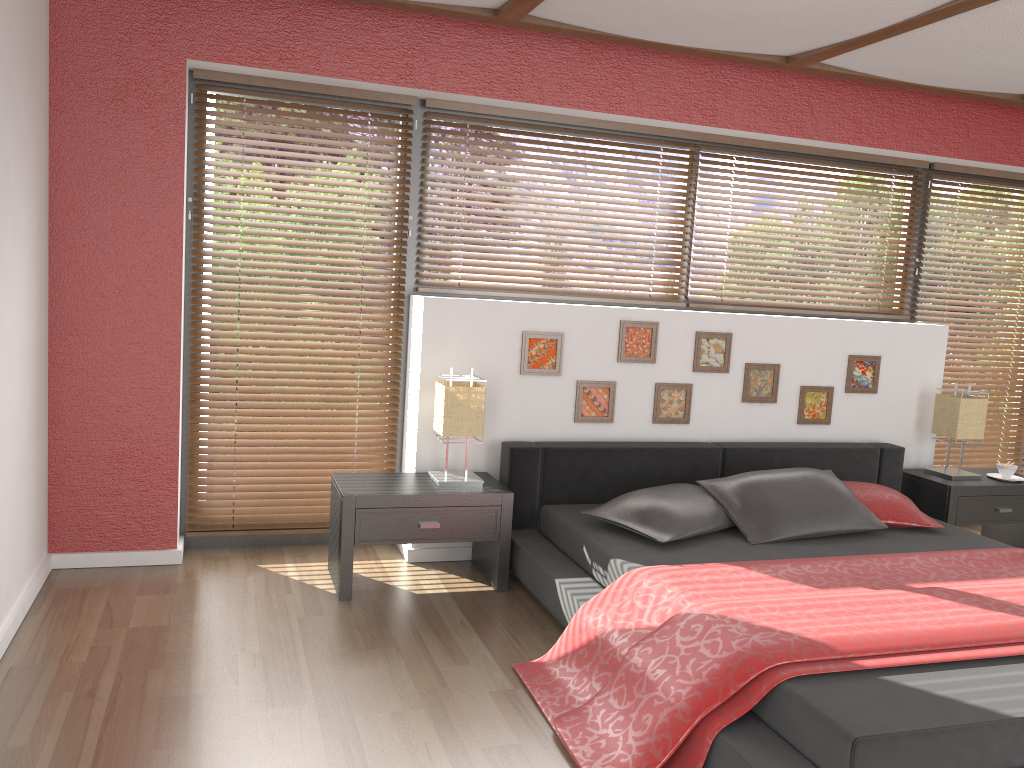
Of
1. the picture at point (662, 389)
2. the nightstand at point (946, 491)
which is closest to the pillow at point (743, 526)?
the picture at point (662, 389)

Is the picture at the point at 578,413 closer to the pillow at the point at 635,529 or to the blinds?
the pillow at the point at 635,529

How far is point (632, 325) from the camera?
4.2 meters

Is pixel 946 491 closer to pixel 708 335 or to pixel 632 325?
pixel 708 335

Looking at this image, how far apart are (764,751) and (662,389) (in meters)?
2.32

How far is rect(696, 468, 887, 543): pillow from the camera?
3.6 meters

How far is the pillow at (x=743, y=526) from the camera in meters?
3.6 m

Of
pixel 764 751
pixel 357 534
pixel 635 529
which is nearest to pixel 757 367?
pixel 635 529

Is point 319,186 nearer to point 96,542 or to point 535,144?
point 535,144

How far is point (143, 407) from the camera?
3.70m
